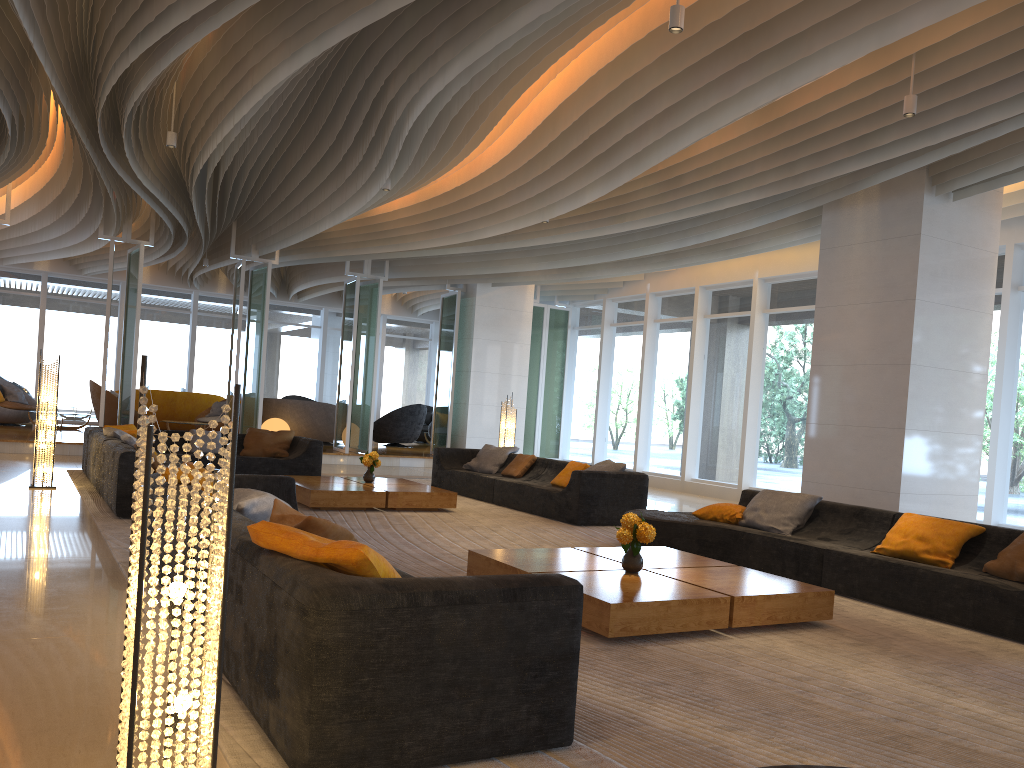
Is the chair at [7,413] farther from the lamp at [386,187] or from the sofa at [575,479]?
the lamp at [386,187]

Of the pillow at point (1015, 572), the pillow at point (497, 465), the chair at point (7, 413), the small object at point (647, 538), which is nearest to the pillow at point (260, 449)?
the pillow at point (497, 465)

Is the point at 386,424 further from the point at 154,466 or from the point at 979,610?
the point at 979,610

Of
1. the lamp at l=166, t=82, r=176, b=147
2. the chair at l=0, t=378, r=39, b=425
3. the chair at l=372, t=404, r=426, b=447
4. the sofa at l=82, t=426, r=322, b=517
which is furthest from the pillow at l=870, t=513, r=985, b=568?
the chair at l=0, t=378, r=39, b=425

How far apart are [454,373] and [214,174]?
5.5m

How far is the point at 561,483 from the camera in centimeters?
1022cm

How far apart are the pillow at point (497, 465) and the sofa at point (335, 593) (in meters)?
5.86

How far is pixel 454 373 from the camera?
16.91m

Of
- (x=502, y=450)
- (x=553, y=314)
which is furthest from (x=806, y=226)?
(x=553, y=314)

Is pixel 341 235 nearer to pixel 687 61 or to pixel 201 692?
pixel 687 61
